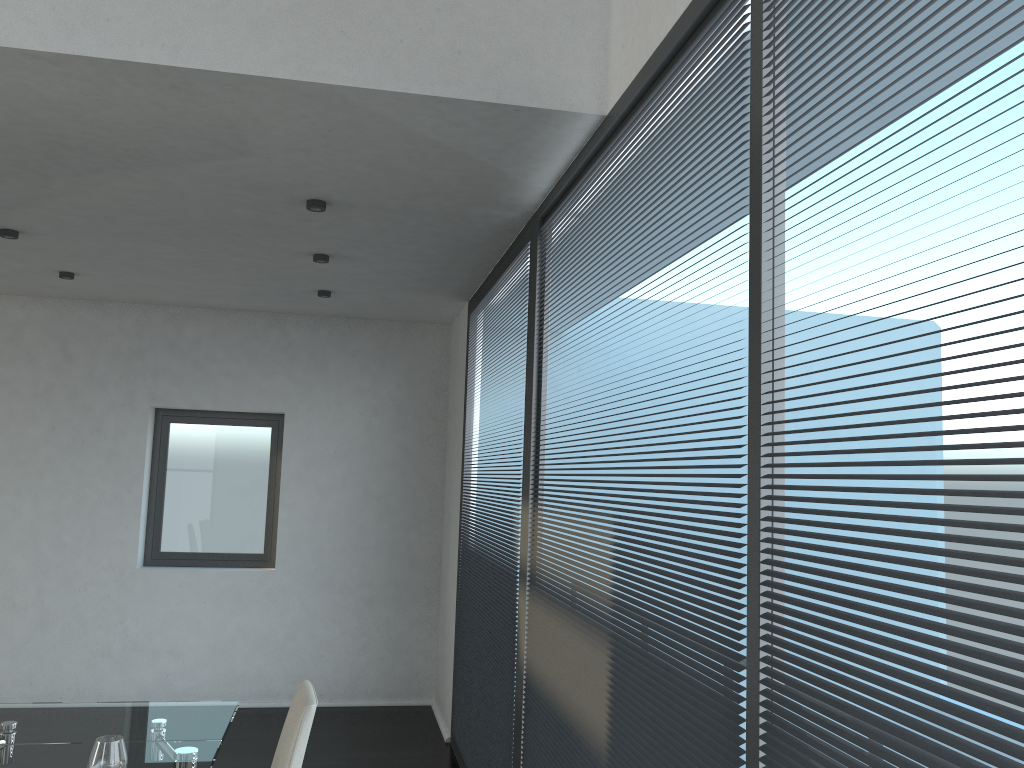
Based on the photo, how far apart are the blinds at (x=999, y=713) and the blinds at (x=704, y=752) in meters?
0.1 m

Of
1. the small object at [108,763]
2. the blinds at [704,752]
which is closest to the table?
the small object at [108,763]

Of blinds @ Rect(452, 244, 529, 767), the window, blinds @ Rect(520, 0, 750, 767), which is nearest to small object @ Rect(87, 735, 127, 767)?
blinds @ Rect(520, 0, 750, 767)

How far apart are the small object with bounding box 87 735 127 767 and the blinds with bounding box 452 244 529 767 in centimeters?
163cm

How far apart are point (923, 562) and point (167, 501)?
5.9m

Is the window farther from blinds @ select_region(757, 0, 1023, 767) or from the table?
blinds @ select_region(757, 0, 1023, 767)

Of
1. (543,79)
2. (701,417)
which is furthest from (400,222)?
(701,417)

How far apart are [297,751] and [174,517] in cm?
426

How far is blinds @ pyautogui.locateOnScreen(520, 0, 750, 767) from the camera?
1.7 meters

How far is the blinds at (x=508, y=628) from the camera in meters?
3.7 m
